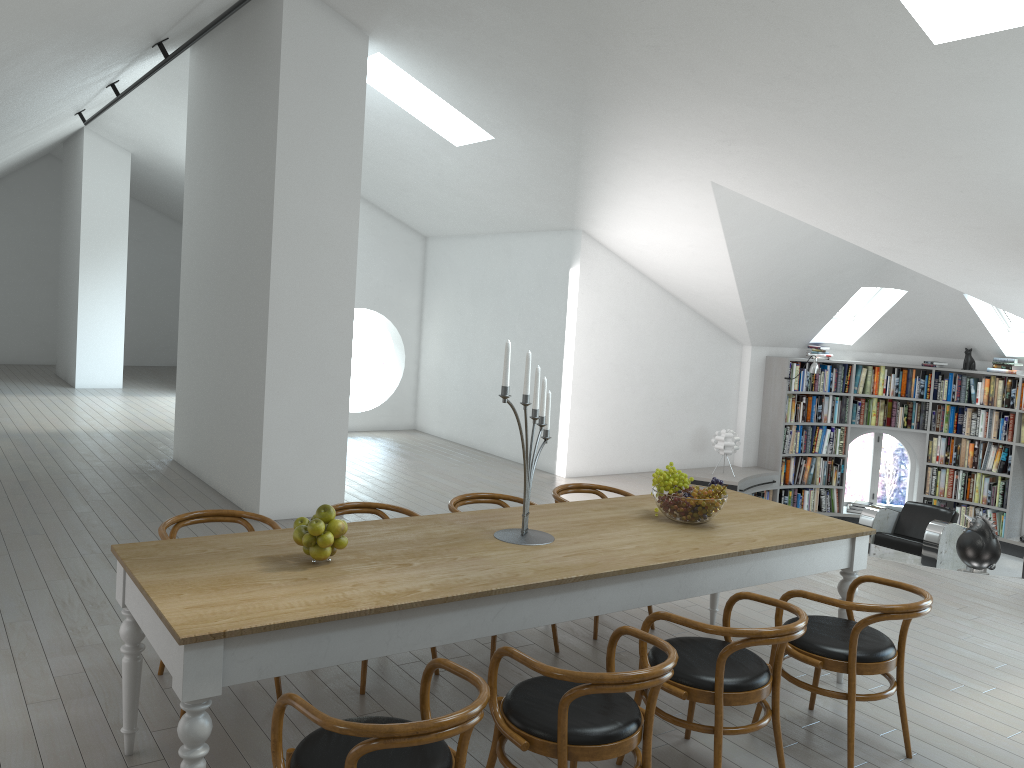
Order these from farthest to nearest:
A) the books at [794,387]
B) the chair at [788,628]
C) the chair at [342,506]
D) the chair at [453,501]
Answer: the books at [794,387]
the chair at [453,501]
the chair at [342,506]
the chair at [788,628]

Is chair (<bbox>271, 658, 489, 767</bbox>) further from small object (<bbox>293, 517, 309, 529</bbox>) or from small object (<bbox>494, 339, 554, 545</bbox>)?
small object (<bbox>494, 339, 554, 545</bbox>)

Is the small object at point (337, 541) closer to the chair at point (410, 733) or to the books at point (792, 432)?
the chair at point (410, 733)

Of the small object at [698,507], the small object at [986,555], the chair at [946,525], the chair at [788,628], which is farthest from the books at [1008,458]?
the chair at [788,628]

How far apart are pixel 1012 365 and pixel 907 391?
1.2 meters

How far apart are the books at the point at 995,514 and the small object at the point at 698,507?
7.7 meters

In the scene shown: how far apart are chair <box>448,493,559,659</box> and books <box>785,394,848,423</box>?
6.6m

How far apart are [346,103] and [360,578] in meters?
4.8 m

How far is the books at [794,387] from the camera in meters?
10.7

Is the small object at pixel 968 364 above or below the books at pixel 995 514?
above
